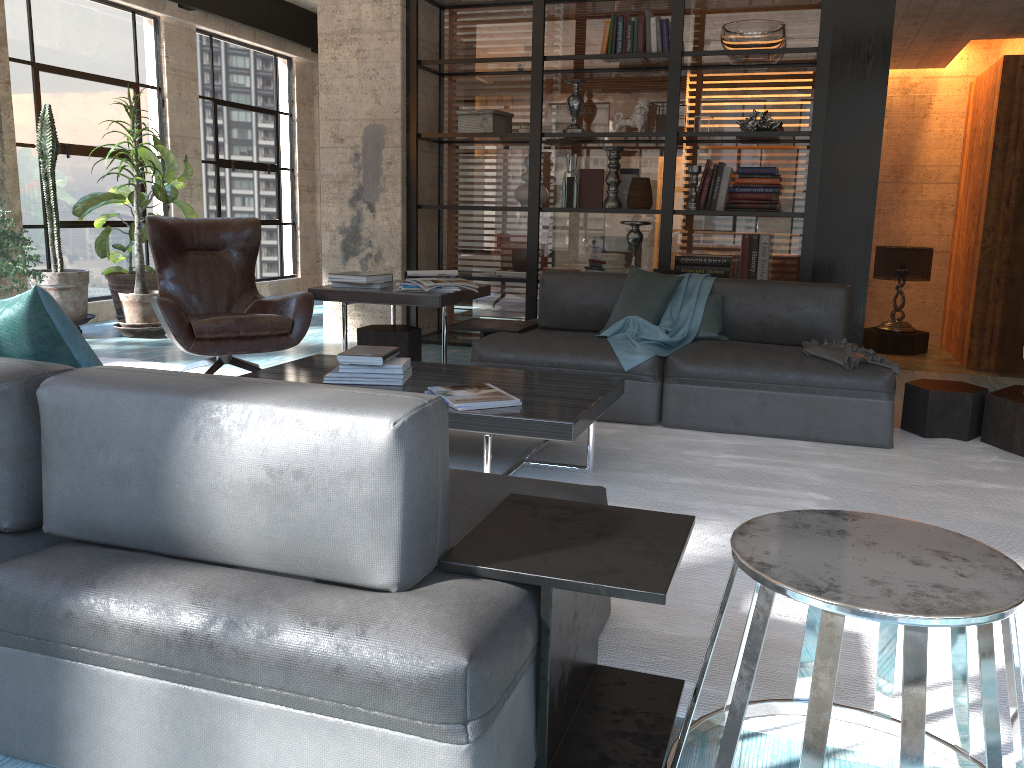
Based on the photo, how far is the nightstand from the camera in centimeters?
974cm

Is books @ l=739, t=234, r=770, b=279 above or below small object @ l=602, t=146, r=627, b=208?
below

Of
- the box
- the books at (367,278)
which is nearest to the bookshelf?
the box

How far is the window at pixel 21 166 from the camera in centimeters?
688cm

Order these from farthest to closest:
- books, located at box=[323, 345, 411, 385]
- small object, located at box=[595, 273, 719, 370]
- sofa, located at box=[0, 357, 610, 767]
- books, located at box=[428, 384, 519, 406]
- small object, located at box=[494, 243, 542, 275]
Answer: small object, located at box=[494, 243, 542, 275]
small object, located at box=[595, 273, 719, 370]
books, located at box=[323, 345, 411, 385]
books, located at box=[428, 384, 519, 406]
sofa, located at box=[0, 357, 610, 767]

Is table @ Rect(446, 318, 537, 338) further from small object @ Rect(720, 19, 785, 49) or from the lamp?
the lamp

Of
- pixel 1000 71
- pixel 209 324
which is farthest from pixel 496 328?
pixel 1000 71

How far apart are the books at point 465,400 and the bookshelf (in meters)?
2.99

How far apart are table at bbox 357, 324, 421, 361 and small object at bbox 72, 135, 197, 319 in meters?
3.0 m

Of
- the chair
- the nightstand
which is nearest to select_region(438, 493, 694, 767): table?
the chair
